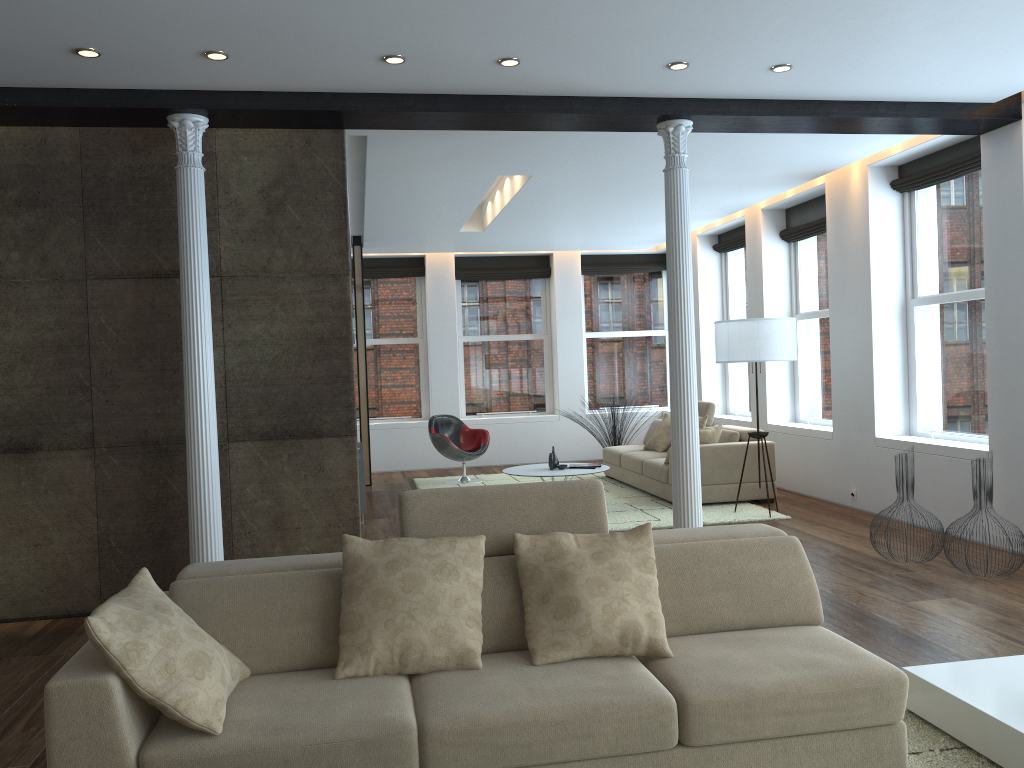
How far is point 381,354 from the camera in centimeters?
1259cm

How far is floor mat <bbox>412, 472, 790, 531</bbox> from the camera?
7.64m

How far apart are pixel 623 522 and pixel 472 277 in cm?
592

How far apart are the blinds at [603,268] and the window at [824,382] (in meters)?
3.63

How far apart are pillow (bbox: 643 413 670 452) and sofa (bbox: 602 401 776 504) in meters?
0.1 m

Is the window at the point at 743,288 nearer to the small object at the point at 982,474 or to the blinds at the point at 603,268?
the blinds at the point at 603,268

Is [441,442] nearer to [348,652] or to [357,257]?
[357,257]

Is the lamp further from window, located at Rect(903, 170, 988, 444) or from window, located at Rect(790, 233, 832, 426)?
window, located at Rect(790, 233, 832, 426)

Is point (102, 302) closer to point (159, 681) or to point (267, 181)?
point (267, 181)

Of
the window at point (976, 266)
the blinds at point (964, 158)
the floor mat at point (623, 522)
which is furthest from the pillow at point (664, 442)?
→ the blinds at point (964, 158)
